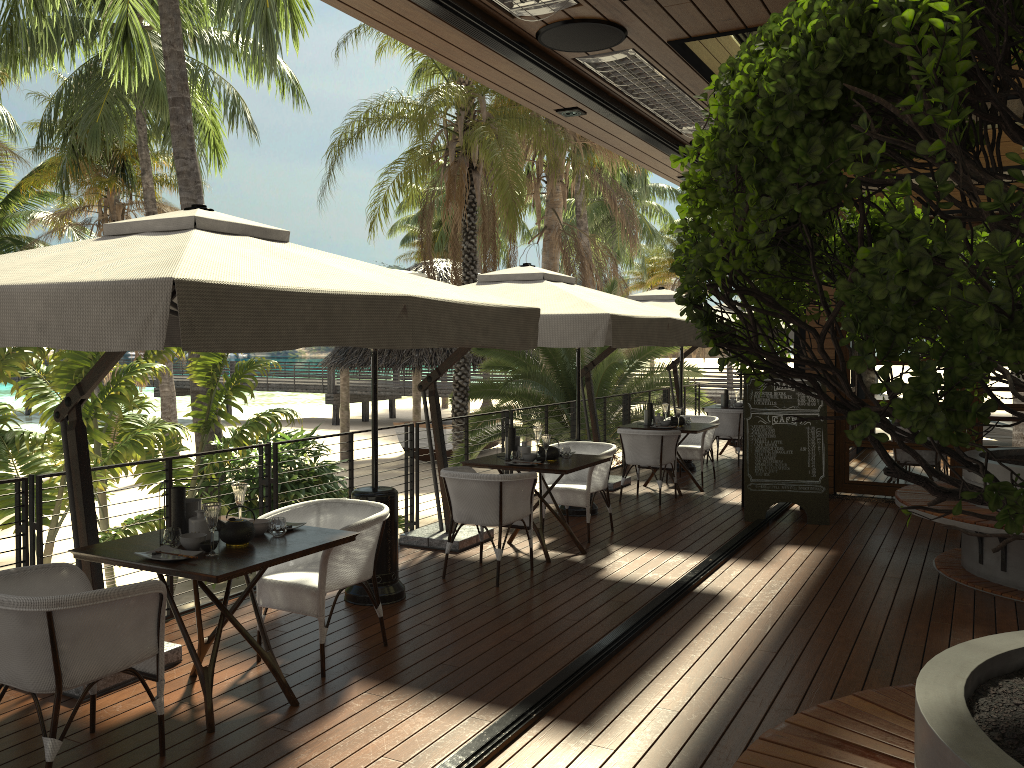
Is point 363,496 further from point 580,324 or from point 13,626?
point 13,626

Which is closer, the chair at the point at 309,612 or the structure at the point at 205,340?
the structure at the point at 205,340

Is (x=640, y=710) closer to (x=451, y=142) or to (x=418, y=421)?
(x=451, y=142)

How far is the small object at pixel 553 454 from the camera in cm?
703

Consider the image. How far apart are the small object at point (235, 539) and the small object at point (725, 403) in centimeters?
1005cm

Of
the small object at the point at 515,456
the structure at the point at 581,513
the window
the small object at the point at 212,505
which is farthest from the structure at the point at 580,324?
the window

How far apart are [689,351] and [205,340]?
11.3 meters

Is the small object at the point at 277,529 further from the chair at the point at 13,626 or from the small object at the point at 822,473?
the small object at the point at 822,473

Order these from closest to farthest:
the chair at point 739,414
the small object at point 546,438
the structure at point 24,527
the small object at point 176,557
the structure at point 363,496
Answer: the small object at point 176,557 < the structure at point 24,527 < the structure at point 363,496 < the small object at point 546,438 < the chair at point 739,414

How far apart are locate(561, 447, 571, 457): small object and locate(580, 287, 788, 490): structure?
2.8m
